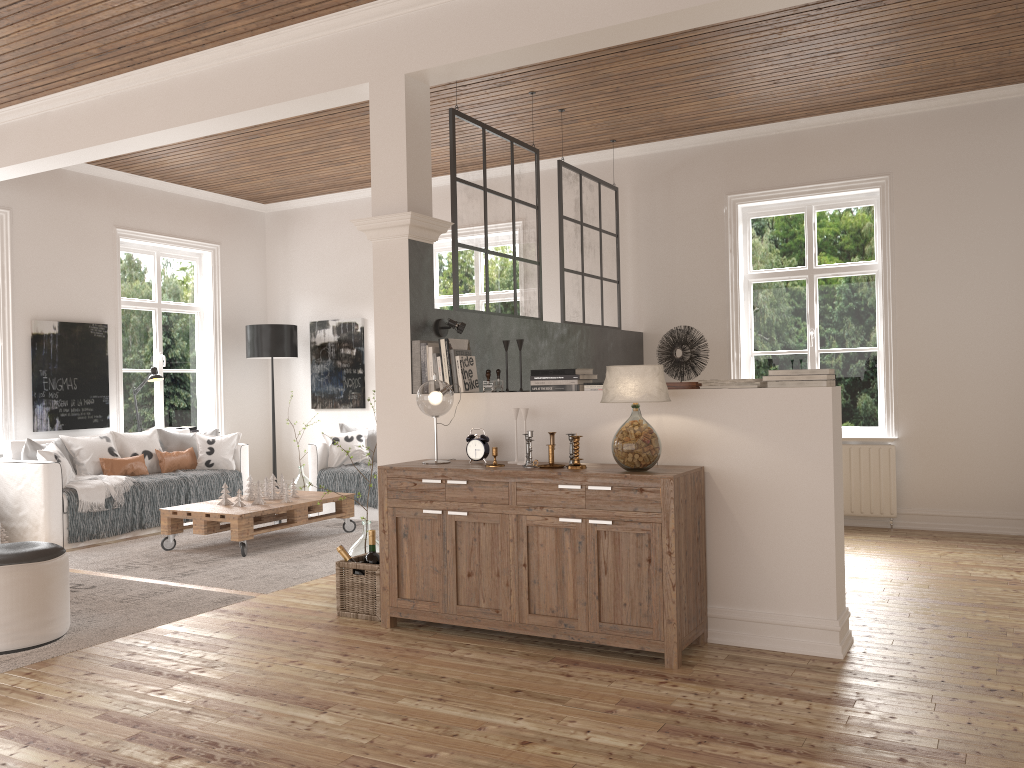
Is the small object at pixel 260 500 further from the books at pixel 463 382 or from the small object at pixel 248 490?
the books at pixel 463 382

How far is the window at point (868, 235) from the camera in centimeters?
679cm

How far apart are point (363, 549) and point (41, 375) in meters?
4.0 m

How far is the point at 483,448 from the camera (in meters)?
4.14

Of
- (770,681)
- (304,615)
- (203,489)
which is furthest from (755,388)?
(203,489)

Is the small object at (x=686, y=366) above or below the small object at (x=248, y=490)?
above

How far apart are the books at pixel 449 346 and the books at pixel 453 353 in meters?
0.0

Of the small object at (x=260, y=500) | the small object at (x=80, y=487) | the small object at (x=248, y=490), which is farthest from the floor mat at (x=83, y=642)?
the small object at (x=248, y=490)

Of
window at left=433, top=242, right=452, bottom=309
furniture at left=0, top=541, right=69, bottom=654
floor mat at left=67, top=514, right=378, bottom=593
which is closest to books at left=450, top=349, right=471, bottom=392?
floor mat at left=67, top=514, right=378, bottom=593

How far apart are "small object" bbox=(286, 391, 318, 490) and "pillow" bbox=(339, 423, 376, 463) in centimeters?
82cm
